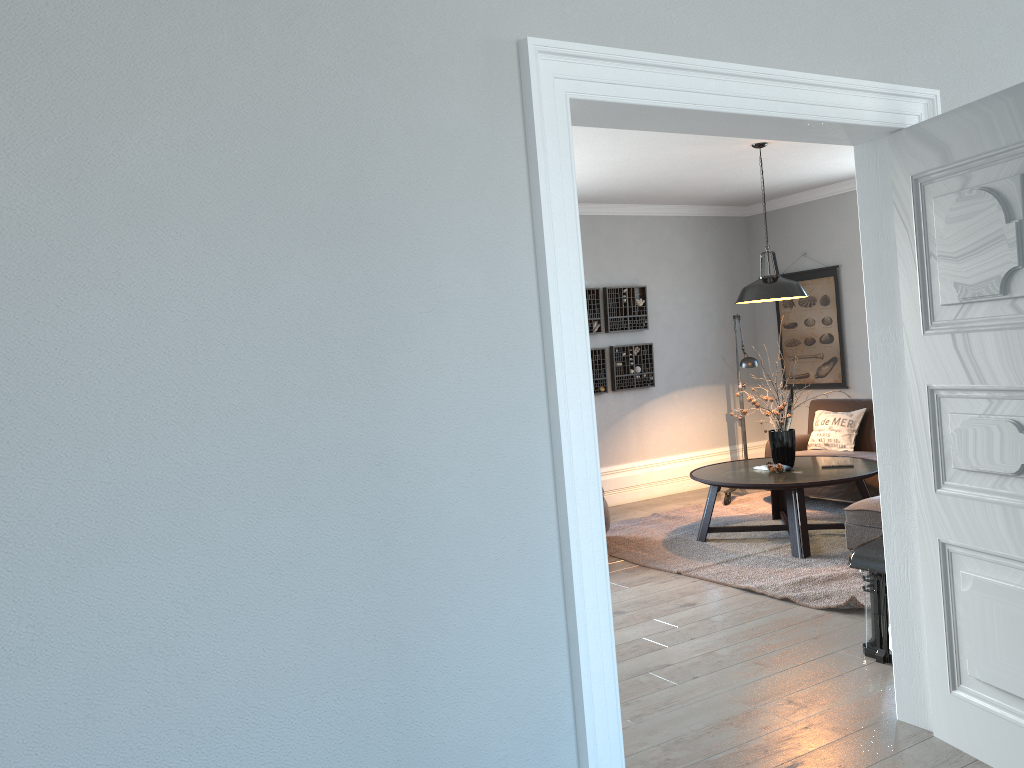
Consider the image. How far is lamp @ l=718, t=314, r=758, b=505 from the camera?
7.16m

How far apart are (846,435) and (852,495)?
0.8 meters

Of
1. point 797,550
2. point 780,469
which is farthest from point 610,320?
point 797,550

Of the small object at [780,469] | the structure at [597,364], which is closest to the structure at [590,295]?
the structure at [597,364]

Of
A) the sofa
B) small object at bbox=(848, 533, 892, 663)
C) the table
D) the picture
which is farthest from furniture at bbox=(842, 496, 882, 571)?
the picture

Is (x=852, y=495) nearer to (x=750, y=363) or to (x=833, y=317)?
(x=750, y=363)

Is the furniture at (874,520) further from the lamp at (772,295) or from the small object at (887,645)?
the lamp at (772,295)

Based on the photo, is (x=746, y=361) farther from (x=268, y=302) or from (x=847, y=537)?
(x=268, y=302)

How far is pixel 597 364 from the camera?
8.0m

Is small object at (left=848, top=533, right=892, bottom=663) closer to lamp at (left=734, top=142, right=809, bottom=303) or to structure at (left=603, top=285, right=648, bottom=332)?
lamp at (left=734, top=142, right=809, bottom=303)
